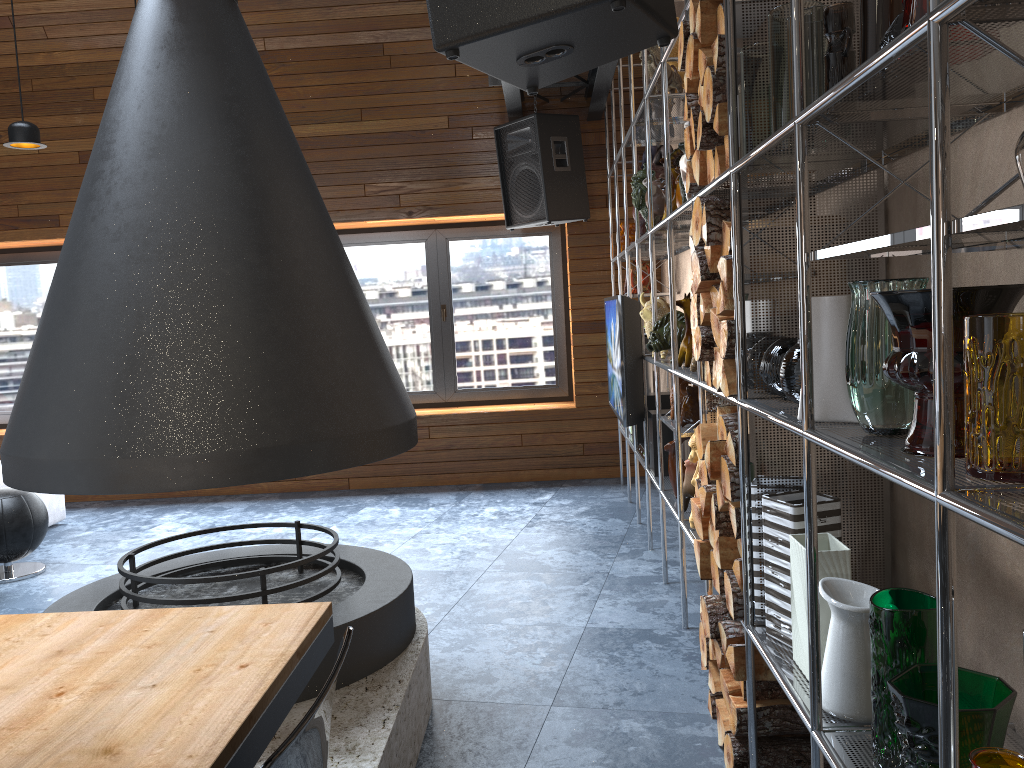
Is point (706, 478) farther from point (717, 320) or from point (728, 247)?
point (728, 247)

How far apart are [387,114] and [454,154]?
0.56m

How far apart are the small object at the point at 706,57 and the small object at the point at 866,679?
1.3m

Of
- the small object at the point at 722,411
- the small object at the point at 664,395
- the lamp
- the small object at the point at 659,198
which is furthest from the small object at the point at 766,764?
the lamp

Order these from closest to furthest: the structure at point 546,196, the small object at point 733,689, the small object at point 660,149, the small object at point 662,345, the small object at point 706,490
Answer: the small object at point 733,689, the small object at point 706,490, the small object at point 662,345, the small object at point 660,149, the structure at point 546,196

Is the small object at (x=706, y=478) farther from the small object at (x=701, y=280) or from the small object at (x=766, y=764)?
the small object at (x=766, y=764)

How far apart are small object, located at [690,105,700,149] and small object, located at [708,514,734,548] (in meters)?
1.14

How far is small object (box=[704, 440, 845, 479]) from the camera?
2.35m

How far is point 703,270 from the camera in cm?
240

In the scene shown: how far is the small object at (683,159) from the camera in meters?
2.8
